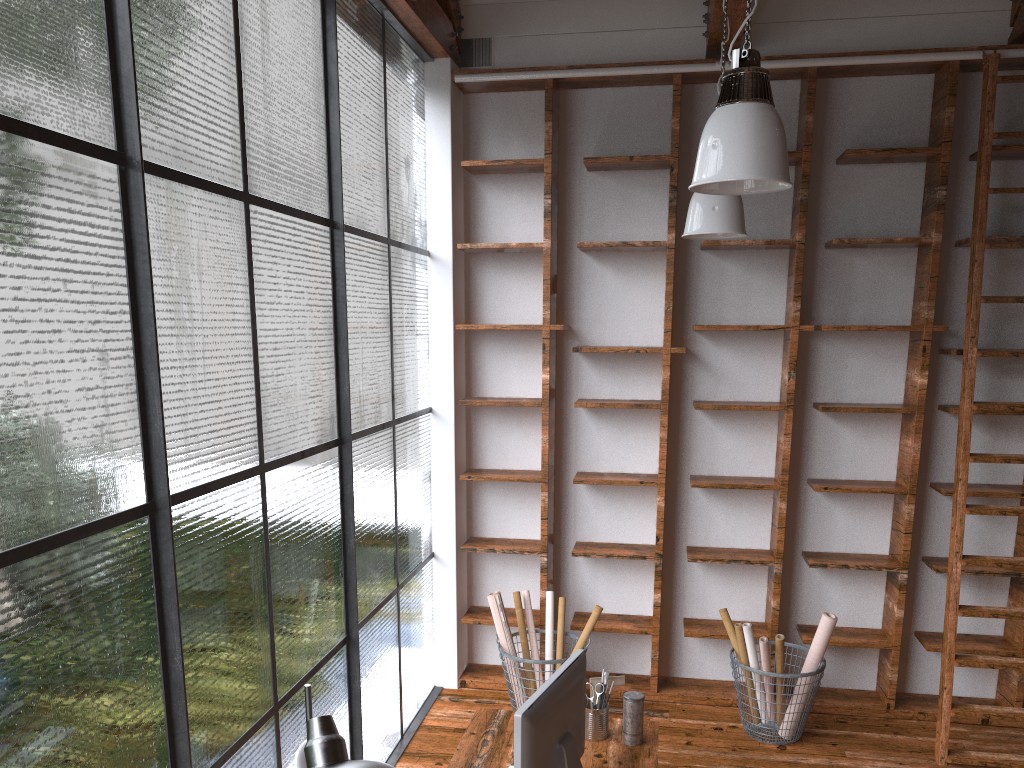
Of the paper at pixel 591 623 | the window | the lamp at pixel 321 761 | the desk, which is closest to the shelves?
the window

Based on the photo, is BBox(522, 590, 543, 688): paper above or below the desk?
below

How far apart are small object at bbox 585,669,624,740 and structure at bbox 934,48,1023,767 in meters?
2.1 m

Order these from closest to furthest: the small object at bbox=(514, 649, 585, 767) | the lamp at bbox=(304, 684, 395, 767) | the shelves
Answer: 1. the lamp at bbox=(304, 684, 395, 767)
2. the small object at bbox=(514, 649, 585, 767)
3. the shelves

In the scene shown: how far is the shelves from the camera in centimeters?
460cm

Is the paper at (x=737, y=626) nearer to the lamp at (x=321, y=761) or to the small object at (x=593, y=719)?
the small object at (x=593, y=719)

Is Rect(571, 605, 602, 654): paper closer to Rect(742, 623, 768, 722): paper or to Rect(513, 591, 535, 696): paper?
Rect(513, 591, 535, 696): paper

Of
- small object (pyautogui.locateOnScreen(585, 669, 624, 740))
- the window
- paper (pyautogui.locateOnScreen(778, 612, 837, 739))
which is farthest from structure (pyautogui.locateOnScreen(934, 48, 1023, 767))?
the window

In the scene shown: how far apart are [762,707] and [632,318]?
2.2m

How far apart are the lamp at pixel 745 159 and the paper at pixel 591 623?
2.72m
